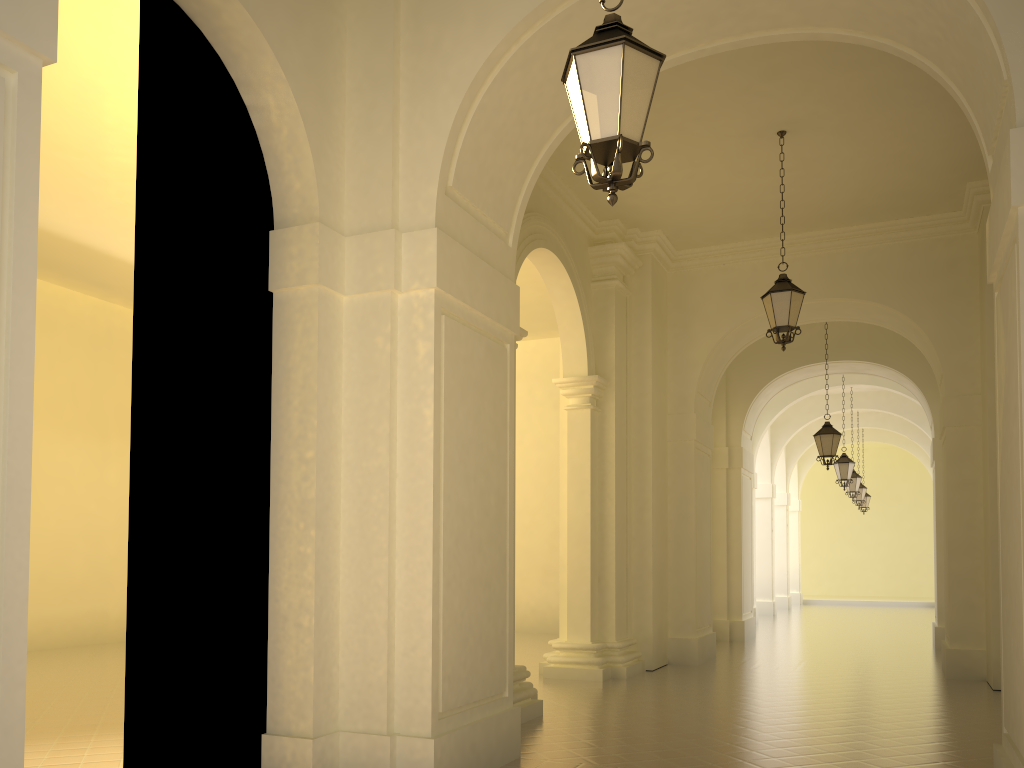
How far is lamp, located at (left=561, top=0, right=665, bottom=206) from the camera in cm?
412

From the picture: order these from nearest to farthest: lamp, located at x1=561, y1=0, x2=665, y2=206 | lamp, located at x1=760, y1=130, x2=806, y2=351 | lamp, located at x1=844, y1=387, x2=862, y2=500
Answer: lamp, located at x1=561, y1=0, x2=665, y2=206
lamp, located at x1=760, y1=130, x2=806, y2=351
lamp, located at x1=844, y1=387, x2=862, y2=500

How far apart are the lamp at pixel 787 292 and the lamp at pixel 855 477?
15.17m

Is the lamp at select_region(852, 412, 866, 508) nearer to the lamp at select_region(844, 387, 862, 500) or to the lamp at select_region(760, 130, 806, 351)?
the lamp at select_region(844, 387, 862, 500)

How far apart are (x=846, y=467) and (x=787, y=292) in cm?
1154

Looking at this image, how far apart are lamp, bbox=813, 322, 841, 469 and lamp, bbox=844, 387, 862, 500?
8.8 meters

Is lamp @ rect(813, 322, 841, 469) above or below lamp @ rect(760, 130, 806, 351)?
below

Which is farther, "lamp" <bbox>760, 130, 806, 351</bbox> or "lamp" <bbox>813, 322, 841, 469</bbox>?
"lamp" <bbox>813, 322, 841, 469</bbox>

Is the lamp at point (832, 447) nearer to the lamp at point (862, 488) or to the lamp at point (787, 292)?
the lamp at point (787, 292)

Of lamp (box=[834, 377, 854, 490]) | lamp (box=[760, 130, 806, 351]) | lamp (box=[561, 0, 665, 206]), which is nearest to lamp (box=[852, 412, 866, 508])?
lamp (box=[834, 377, 854, 490])
